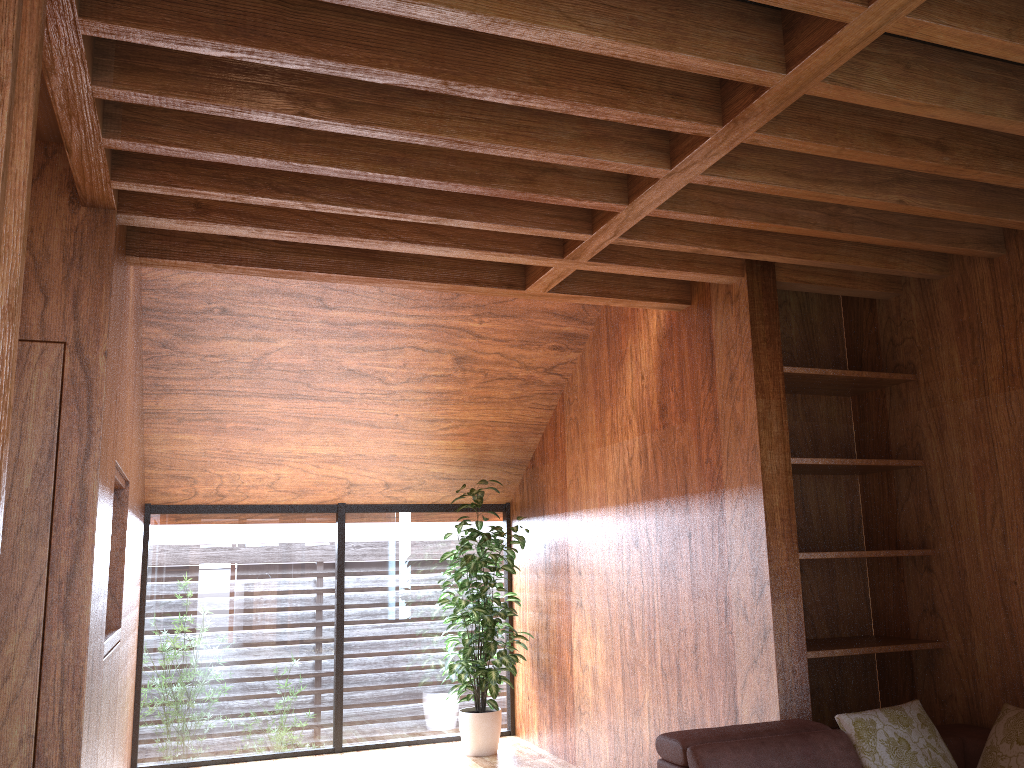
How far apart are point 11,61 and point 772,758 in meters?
2.8 m

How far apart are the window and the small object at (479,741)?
0.18m

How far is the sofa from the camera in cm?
289

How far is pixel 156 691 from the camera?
5.3 meters

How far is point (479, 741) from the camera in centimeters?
535cm

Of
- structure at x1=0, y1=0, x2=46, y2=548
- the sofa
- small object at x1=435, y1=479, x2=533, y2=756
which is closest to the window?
small object at x1=435, y1=479, x2=533, y2=756

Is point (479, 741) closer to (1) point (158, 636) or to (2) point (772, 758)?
(1) point (158, 636)

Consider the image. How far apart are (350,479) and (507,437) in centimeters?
105cm

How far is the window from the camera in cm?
539

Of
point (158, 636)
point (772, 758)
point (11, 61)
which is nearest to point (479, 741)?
point (158, 636)
